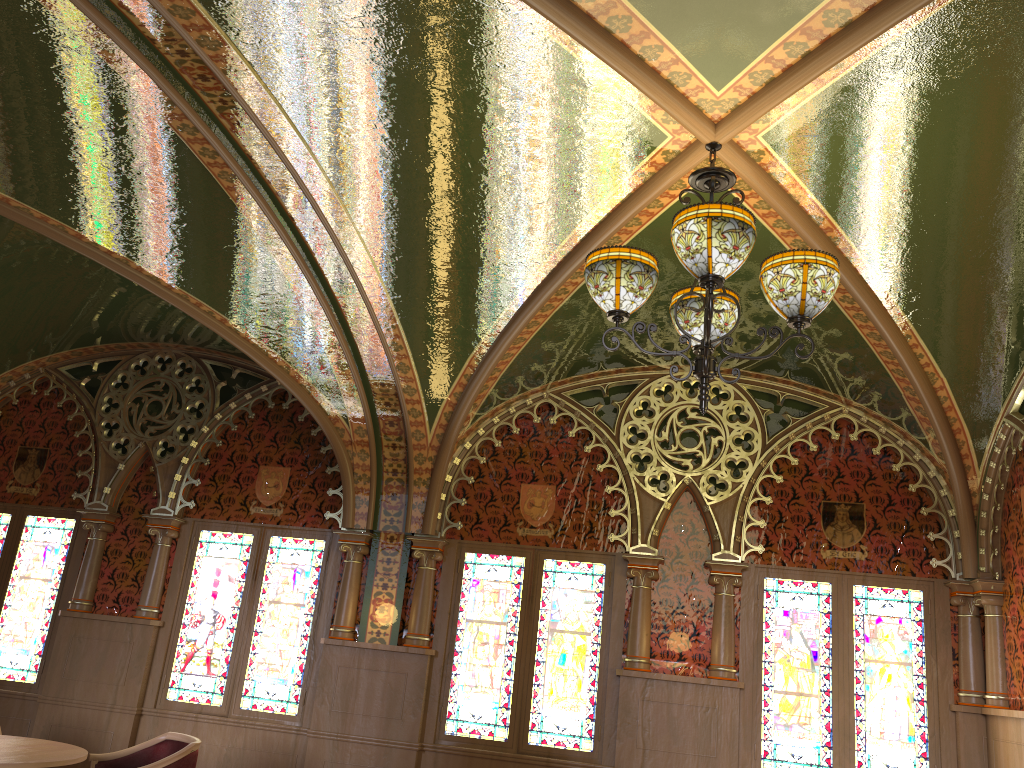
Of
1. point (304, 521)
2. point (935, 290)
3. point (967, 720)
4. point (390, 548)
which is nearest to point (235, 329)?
point (304, 521)

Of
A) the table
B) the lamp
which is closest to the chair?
the table

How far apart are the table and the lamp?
3.5m

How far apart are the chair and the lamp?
3.47m

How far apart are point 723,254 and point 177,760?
4.04m

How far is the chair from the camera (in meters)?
4.86

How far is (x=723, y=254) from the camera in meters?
3.0

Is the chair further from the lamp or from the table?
the lamp

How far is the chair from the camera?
4.9m

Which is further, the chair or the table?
the chair
